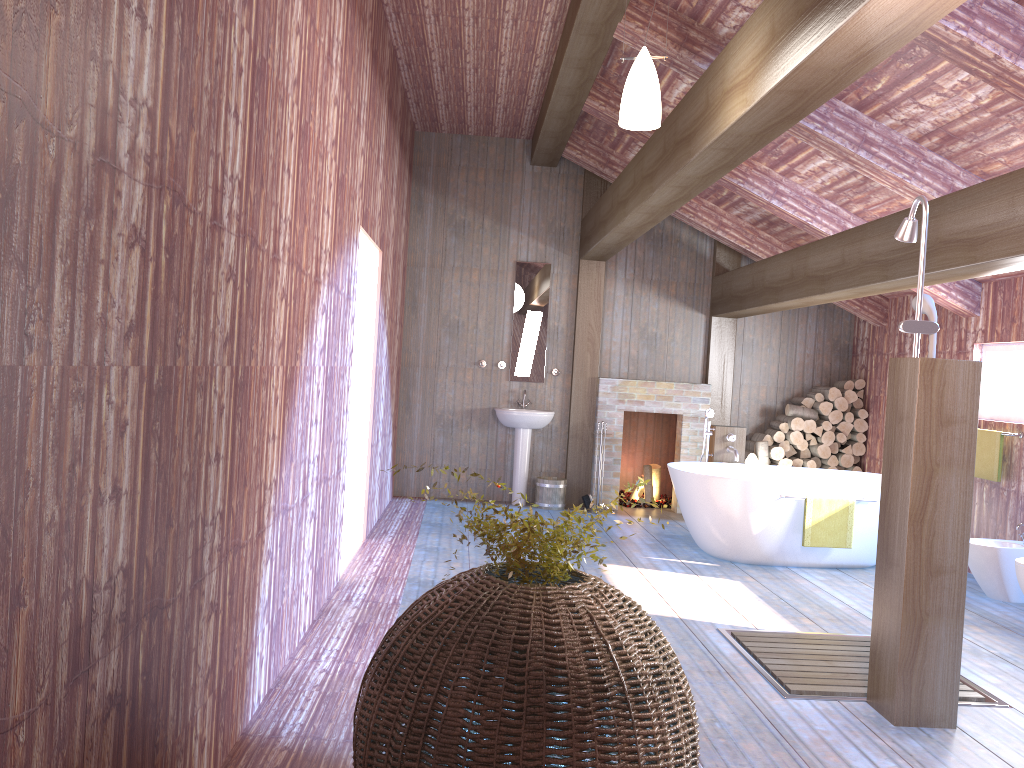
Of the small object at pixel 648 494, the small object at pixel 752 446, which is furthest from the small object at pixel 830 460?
the small object at pixel 648 494

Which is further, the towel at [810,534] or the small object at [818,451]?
the small object at [818,451]

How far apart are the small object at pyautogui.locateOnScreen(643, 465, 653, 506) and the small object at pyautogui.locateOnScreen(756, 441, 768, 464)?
1.2 meters

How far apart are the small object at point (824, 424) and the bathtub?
1.3 meters

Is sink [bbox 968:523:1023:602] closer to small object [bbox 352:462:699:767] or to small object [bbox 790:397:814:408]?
small object [bbox 790:397:814:408]

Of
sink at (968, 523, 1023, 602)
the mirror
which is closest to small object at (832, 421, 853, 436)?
sink at (968, 523, 1023, 602)

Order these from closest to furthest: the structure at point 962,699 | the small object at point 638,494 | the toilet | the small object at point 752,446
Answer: the structure at point 962,699
the toilet
the small object at point 752,446
the small object at point 638,494

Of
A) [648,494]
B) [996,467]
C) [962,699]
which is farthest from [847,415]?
[962,699]

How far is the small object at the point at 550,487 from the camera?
8.54m

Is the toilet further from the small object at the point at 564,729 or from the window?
the small object at the point at 564,729
